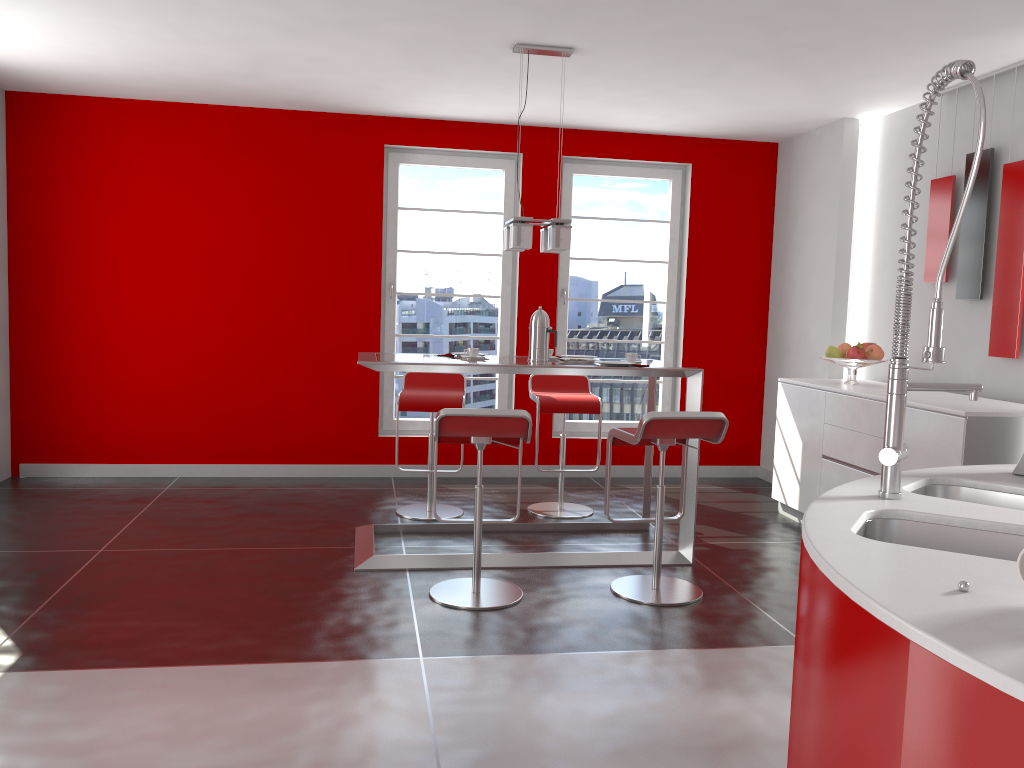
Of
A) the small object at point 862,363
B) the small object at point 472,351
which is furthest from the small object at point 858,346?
the small object at point 472,351

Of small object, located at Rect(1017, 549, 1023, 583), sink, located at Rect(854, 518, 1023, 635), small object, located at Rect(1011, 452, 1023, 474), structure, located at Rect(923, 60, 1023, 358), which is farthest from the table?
small object, located at Rect(1017, 549, 1023, 583)

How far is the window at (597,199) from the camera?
6.73m

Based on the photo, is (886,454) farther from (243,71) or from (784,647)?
(243,71)

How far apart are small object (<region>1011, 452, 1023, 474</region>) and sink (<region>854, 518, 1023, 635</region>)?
0.7m

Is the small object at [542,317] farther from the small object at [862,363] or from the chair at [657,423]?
the small object at [862,363]

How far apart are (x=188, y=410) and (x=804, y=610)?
5.5 meters

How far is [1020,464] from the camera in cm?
232

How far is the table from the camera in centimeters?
425cm

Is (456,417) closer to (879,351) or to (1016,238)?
(879,351)
